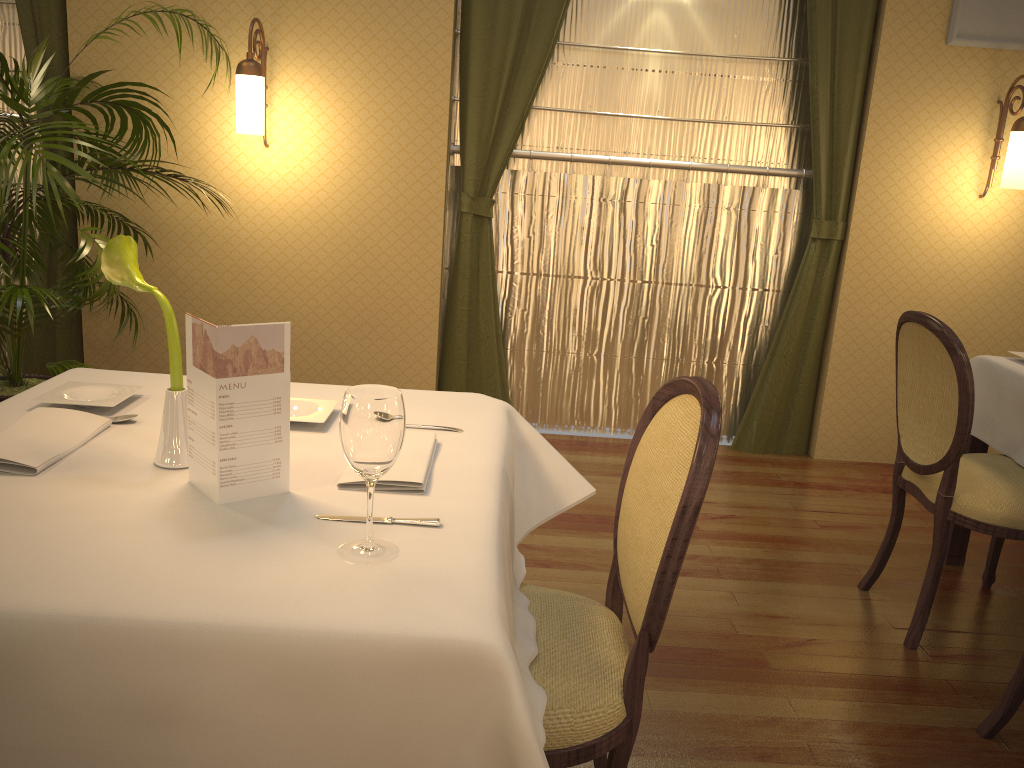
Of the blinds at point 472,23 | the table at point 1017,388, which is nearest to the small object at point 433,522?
the table at point 1017,388

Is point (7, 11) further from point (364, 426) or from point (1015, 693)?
point (1015, 693)

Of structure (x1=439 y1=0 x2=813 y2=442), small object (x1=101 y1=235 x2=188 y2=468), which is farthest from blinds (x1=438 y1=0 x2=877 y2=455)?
small object (x1=101 y1=235 x2=188 y2=468)

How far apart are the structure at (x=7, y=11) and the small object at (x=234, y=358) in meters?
3.5 m

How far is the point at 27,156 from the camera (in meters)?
2.83

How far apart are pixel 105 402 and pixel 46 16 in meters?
2.9 m

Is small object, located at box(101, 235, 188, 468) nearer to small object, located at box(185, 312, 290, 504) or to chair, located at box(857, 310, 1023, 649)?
small object, located at box(185, 312, 290, 504)

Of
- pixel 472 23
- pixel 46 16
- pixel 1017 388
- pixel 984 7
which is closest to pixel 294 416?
pixel 1017 388

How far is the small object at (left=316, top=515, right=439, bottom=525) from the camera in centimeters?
131cm

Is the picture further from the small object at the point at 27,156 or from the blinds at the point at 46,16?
the blinds at the point at 46,16
